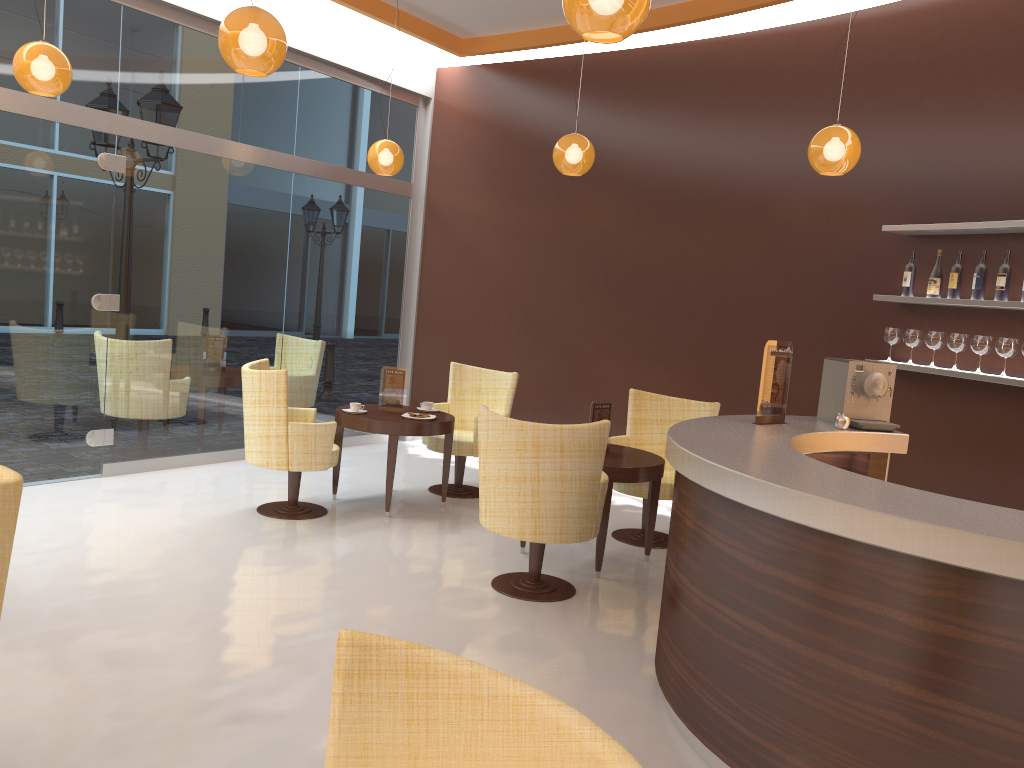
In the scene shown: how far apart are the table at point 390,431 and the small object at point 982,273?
3.5m

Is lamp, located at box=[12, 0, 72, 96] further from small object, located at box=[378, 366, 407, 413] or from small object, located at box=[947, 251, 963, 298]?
small object, located at box=[947, 251, 963, 298]

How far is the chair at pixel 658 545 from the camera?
6.1m

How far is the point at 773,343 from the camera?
4.3m

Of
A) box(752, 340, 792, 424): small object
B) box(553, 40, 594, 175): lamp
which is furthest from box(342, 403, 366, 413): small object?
box(752, 340, 792, 424): small object

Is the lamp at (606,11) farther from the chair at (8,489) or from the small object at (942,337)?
the small object at (942,337)

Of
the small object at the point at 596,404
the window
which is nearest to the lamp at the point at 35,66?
the window

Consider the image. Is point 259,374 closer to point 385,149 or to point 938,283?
point 385,149

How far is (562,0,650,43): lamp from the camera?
2.84m

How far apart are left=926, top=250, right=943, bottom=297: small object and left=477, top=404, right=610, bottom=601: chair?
2.4m
